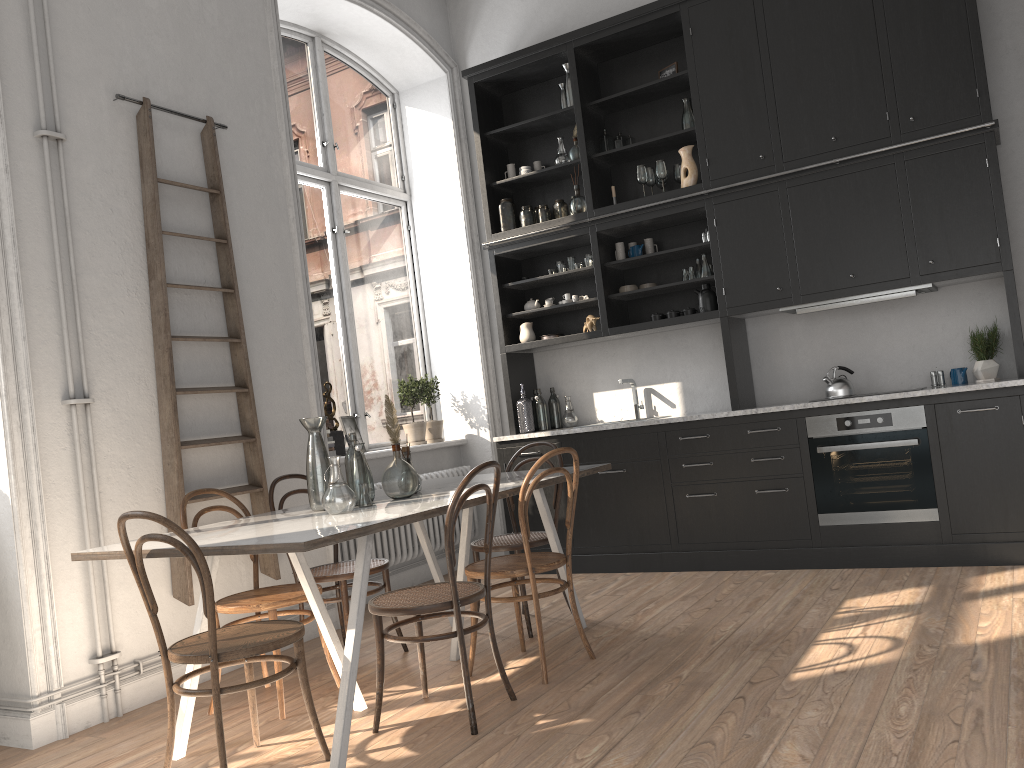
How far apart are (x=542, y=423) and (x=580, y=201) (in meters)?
1.56

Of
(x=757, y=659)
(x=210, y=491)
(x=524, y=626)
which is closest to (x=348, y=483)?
(x=210, y=491)

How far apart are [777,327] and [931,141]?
1.4 meters

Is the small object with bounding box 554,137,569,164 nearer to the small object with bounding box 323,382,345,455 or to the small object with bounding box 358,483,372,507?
the small object with bounding box 323,382,345,455

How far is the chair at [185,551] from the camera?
2.68m

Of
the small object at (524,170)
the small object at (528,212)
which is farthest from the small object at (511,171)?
the small object at (528,212)

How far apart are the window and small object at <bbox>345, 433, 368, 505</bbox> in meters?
2.1

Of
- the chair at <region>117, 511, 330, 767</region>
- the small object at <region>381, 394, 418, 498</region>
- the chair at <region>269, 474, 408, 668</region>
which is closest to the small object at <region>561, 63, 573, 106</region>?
the small object at <region>381, 394, 418, 498</region>

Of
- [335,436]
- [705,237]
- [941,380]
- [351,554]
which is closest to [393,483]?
[351,554]

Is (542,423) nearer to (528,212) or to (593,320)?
(593,320)
